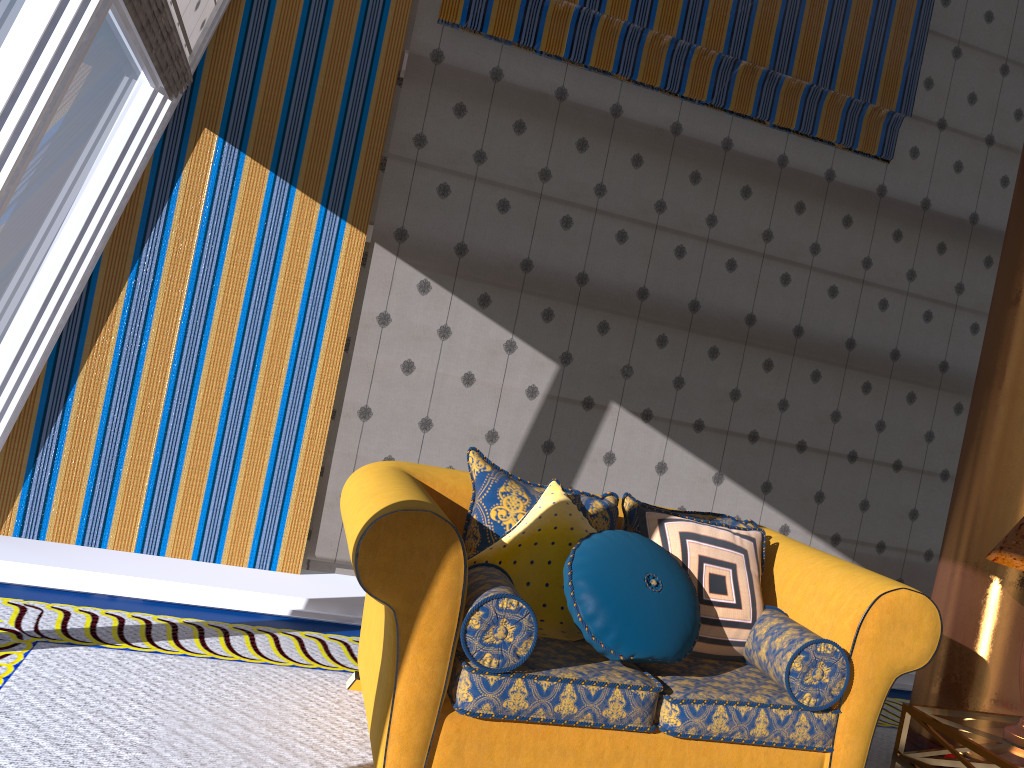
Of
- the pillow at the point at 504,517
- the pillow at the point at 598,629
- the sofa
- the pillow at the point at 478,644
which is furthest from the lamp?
the pillow at the point at 478,644

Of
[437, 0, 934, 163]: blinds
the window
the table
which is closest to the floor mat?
the table

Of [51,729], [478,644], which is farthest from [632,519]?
[51,729]

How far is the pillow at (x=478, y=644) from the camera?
2.4 meters

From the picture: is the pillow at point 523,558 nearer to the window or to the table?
the table

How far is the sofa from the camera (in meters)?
2.33

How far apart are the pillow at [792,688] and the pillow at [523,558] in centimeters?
55cm

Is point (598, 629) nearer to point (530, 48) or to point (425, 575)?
point (425, 575)

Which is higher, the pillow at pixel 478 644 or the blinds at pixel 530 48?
the blinds at pixel 530 48

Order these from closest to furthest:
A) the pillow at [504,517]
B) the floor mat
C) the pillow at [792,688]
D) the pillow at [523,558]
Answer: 1. the floor mat
2. the pillow at [792,688]
3. the pillow at [523,558]
4. the pillow at [504,517]
